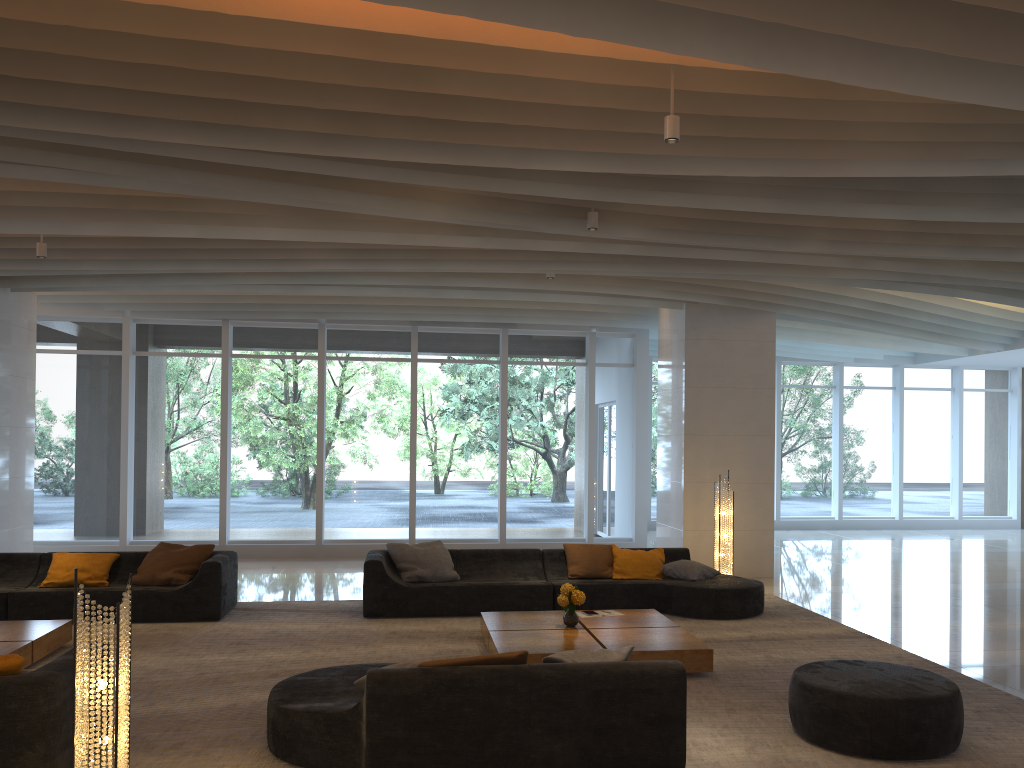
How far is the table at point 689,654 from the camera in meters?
6.6 m

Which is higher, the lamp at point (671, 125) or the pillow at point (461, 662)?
the lamp at point (671, 125)

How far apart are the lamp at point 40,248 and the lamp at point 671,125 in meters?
6.6

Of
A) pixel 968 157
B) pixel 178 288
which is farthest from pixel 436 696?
pixel 178 288

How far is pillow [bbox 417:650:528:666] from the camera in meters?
4.6 m

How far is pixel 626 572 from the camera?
9.4m

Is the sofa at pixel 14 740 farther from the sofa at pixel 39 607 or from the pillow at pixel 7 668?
the sofa at pixel 39 607

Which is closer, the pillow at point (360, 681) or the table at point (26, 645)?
the pillow at point (360, 681)

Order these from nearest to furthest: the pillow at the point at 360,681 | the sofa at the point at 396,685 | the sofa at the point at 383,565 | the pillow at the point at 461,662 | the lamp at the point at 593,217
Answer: the sofa at the point at 396,685, the pillow at the point at 461,662, the pillow at the point at 360,681, the lamp at the point at 593,217, the sofa at the point at 383,565

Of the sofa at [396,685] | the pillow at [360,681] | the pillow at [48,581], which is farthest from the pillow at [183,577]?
the pillow at [360,681]
